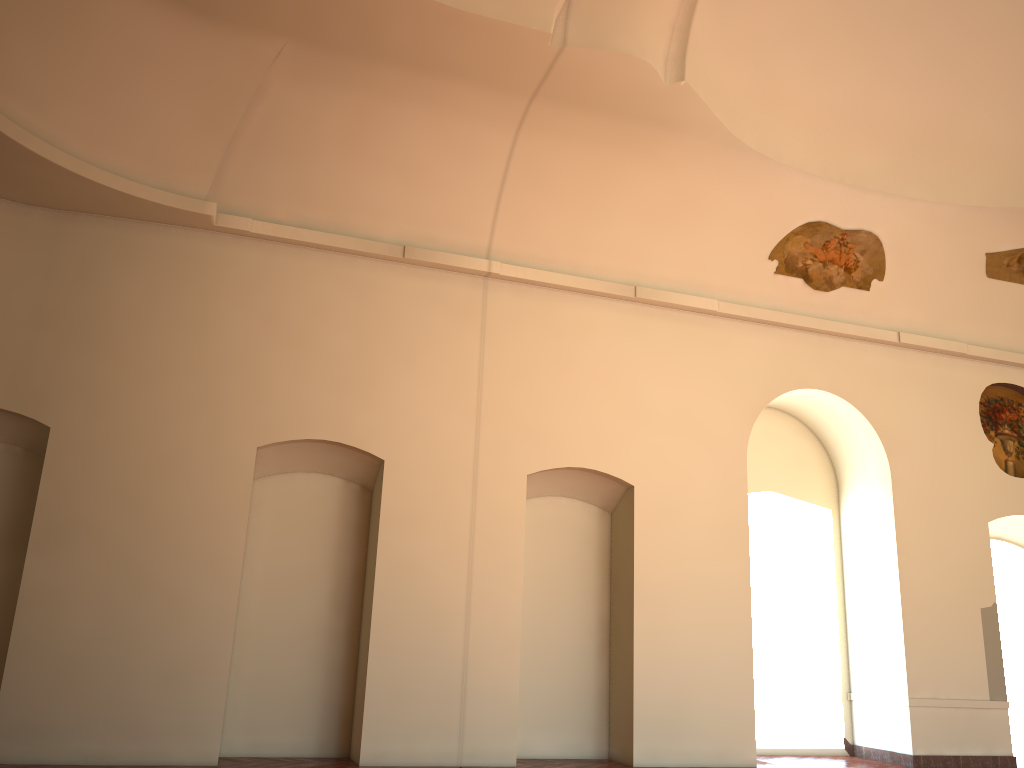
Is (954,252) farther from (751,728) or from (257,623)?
(257,623)
